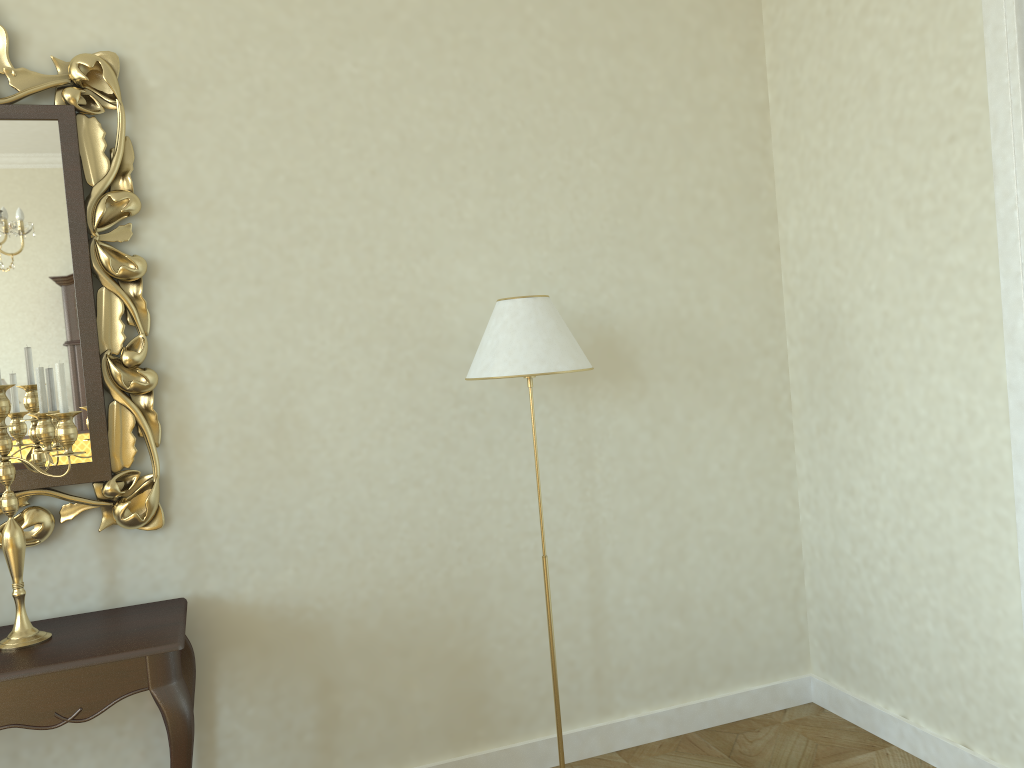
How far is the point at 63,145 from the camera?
2.4m

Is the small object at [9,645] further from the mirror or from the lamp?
the lamp

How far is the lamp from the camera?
2.5m

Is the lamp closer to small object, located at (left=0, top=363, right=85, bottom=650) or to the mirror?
the mirror

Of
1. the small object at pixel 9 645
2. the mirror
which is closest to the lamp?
the mirror

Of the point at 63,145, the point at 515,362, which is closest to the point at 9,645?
the point at 63,145

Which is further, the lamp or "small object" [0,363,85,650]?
the lamp

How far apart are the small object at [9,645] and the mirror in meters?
0.1 m

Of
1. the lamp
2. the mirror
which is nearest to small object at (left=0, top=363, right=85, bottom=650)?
the mirror

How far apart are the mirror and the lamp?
0.90m
